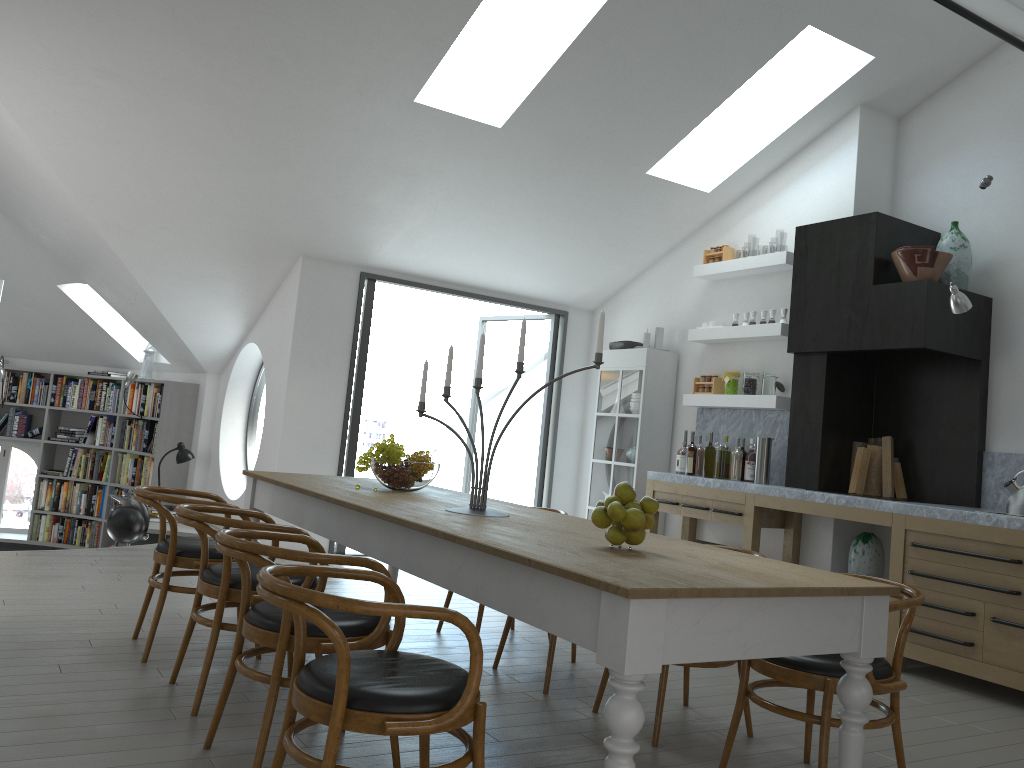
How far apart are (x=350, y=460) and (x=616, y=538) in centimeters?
506cm

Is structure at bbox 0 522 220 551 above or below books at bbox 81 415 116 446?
below

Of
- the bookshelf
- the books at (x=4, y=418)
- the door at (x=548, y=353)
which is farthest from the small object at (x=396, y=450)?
the books at (x=4, y=418)

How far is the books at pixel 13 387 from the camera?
9.9 meters

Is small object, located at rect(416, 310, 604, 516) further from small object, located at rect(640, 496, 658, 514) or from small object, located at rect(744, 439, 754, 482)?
small object, located at rect(744, 439, 754, 482)

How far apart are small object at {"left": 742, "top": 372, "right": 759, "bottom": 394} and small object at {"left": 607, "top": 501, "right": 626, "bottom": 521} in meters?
4.3 m

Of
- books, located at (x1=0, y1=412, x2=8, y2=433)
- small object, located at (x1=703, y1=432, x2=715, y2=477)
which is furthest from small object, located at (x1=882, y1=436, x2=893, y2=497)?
books, located at (x1=0, y1=412, x2=8, y2=433)

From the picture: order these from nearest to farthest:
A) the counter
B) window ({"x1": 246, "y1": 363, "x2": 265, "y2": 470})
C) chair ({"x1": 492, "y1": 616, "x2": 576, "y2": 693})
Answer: chair ({"x1": 492, "y1": 616, "x2": 576, "y2": 693})
the counter
window ({"x1": 246, "y1": 363, "x2": 265, "y2": 470})

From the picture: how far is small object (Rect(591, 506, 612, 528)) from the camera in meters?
2.8 m

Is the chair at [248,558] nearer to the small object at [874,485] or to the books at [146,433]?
the small object at [874,485]
